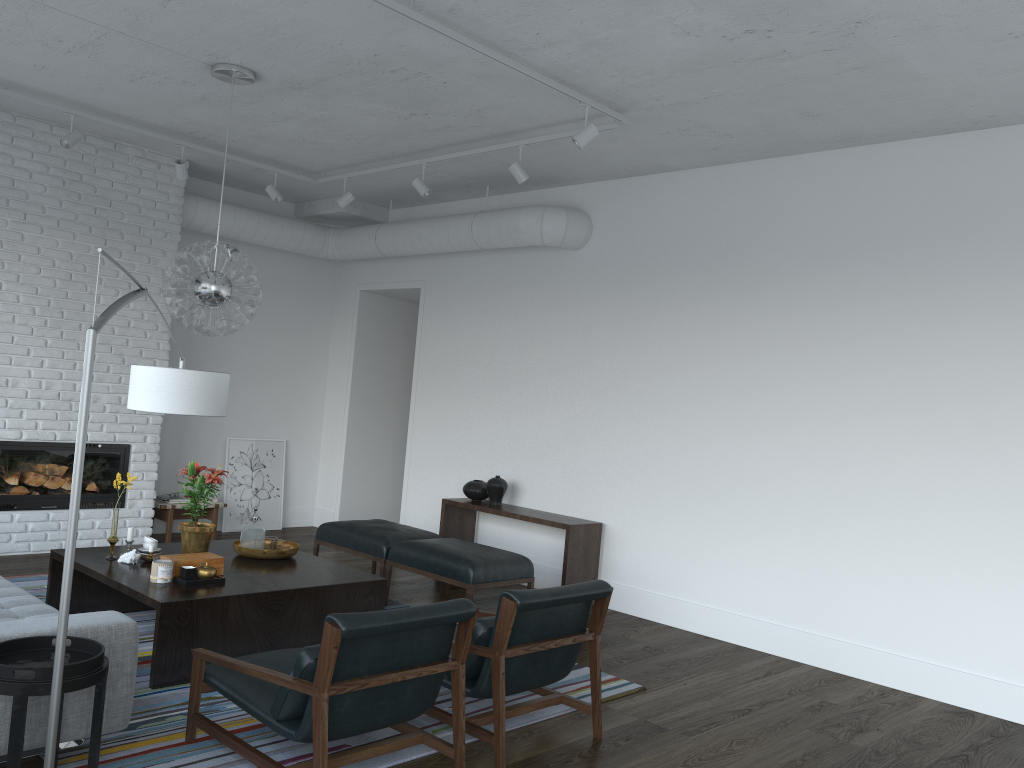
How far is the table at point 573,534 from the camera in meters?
6.3 m

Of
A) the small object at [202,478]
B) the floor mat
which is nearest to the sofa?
the floor mat

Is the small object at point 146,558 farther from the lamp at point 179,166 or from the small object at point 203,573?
the lamp at point 179,166

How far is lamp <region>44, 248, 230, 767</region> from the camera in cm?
221

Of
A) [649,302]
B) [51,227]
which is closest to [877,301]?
[649,302]

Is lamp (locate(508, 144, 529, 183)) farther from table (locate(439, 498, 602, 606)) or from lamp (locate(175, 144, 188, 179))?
lamp (locate(175, 144, 188, 179))

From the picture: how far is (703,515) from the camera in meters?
6.1

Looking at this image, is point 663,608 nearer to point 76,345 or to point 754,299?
point 754,299

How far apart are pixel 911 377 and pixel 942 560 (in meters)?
1.05

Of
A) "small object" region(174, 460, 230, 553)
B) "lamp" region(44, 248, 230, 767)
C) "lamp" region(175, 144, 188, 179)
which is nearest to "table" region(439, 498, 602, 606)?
"small object" region(174, 460, 230, 553)
